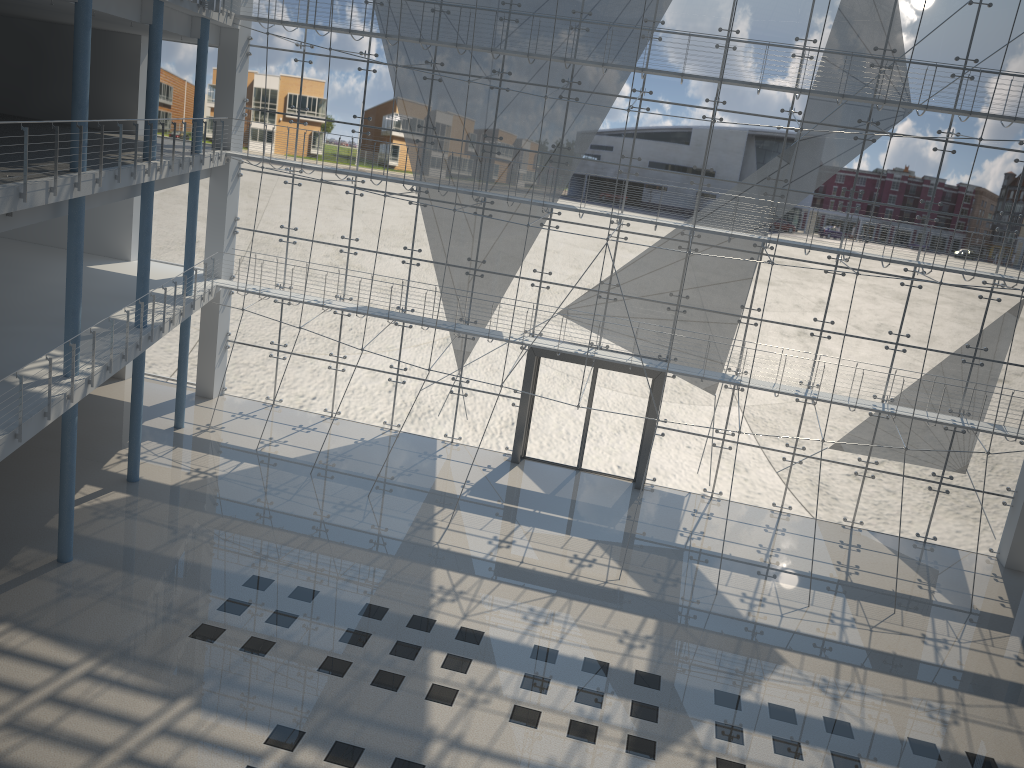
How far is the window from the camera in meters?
3.0 m

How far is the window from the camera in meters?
3.0 m

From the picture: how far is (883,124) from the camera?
3.0 meters

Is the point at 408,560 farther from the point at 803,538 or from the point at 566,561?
the point at 803,538

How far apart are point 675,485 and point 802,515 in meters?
0.5
